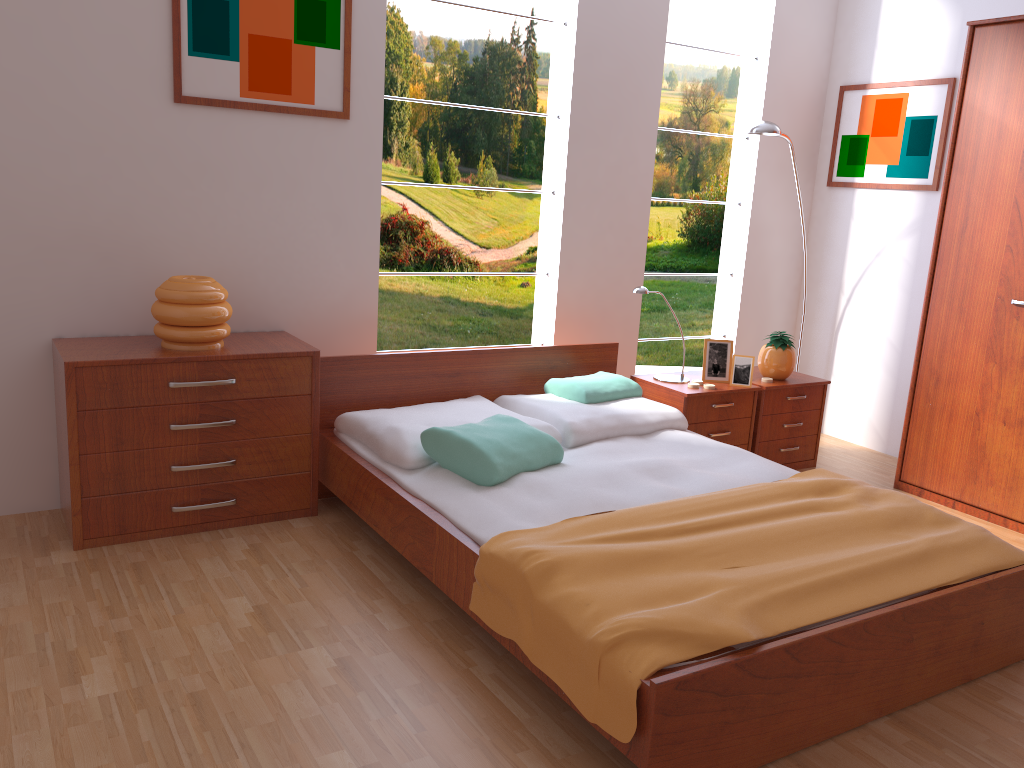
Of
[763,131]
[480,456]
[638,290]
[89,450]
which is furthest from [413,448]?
[763,131]

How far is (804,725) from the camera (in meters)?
2.03

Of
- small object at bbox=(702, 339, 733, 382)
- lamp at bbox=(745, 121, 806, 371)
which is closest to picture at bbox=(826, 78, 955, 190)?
lamp at bbox=(745, 121, 806, 371)

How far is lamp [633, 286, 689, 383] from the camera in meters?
3.7

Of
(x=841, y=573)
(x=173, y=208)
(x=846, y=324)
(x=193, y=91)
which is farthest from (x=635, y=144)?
(x=841, y=573)

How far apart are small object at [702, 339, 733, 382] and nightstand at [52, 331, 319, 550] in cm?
176

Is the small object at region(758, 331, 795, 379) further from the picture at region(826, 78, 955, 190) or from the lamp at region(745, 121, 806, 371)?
the picture at region(826, 78, 955, 190)

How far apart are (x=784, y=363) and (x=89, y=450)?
2.9 meters

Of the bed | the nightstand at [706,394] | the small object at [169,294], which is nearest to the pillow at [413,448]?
the bed

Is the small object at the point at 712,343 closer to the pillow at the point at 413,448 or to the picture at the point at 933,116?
the pillow at the point at 413,448
